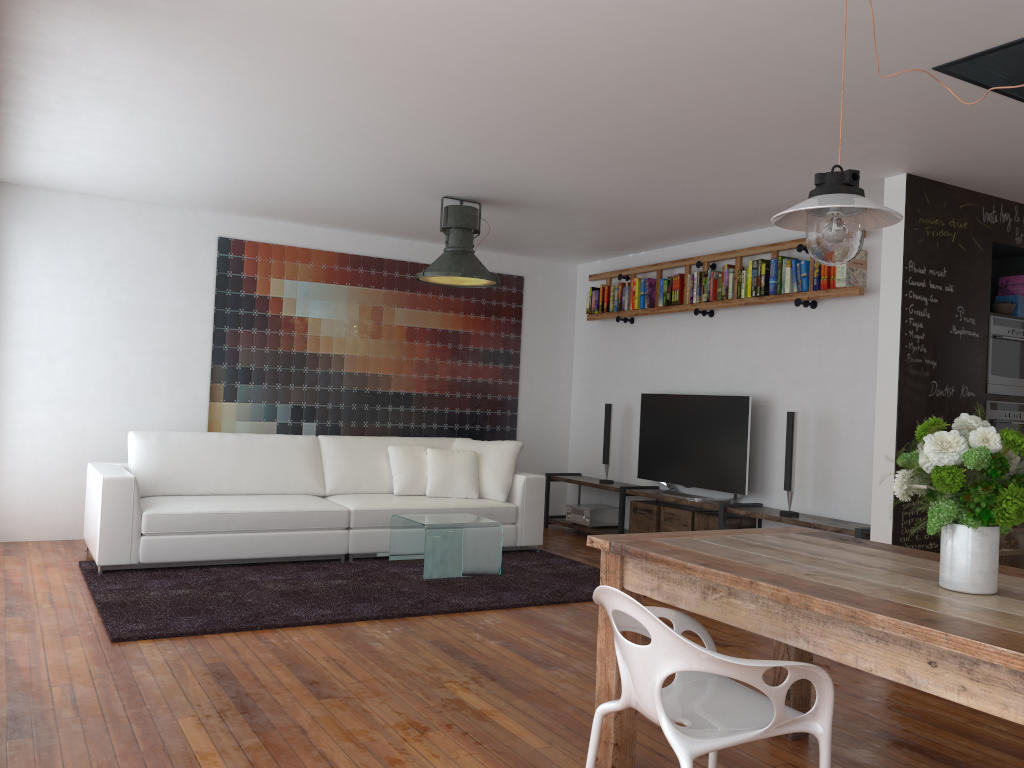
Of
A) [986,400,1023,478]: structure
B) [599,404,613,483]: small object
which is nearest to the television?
[599,404,613,483]: small object

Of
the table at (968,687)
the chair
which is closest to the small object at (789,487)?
the table at (968,687)

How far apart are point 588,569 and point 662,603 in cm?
93

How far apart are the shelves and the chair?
3.03m

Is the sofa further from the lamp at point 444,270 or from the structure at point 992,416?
the structure at point 992,416

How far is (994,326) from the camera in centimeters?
525cm

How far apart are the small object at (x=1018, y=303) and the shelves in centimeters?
161cm

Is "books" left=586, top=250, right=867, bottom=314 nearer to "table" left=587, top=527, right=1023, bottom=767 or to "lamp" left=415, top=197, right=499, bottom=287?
"lamp" left=415, top=197, right=499, bottom=287

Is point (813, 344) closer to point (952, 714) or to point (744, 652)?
point (744, 652)

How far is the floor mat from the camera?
4.4m
